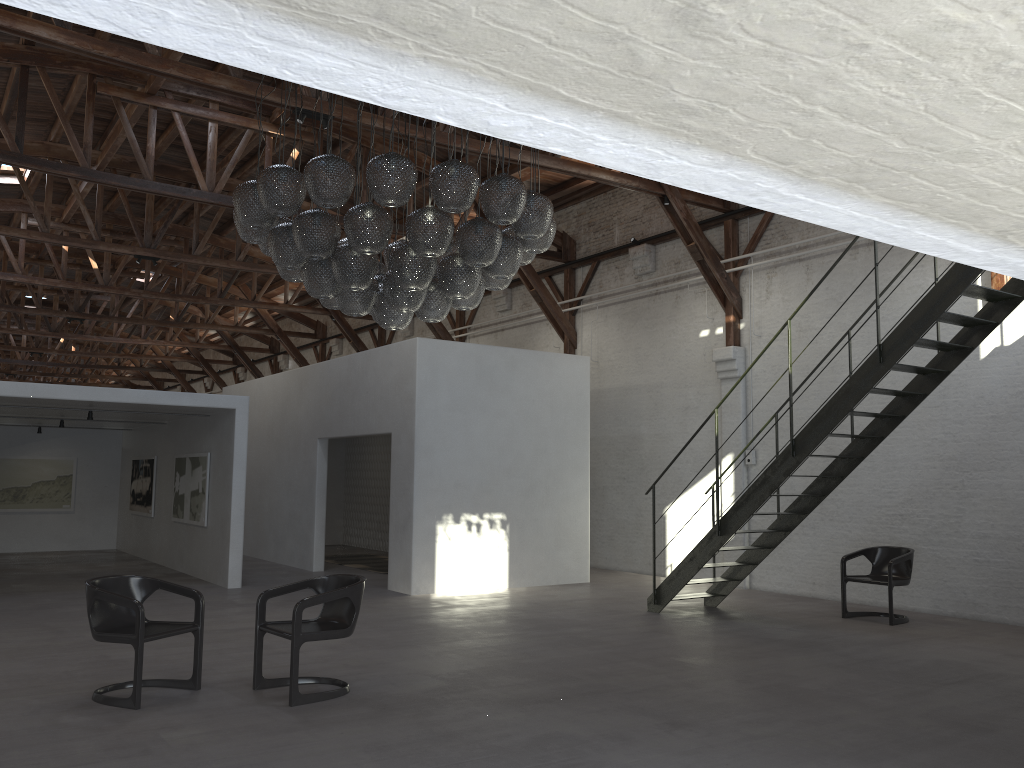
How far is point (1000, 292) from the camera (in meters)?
7.45

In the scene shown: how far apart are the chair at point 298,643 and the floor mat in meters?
7.7

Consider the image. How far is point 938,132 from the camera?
1.5 meters

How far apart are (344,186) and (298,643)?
3.09m

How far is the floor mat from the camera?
14.4m

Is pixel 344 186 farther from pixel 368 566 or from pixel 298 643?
pixel 368 566

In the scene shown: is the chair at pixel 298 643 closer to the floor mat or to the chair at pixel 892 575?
the chair at pixel 892 575

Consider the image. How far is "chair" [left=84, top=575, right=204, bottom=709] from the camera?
5.6m

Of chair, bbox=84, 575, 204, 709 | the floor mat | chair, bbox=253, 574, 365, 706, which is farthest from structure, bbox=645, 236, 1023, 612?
the floor mat

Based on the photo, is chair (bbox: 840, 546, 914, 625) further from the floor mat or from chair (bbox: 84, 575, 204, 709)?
the floor mat
